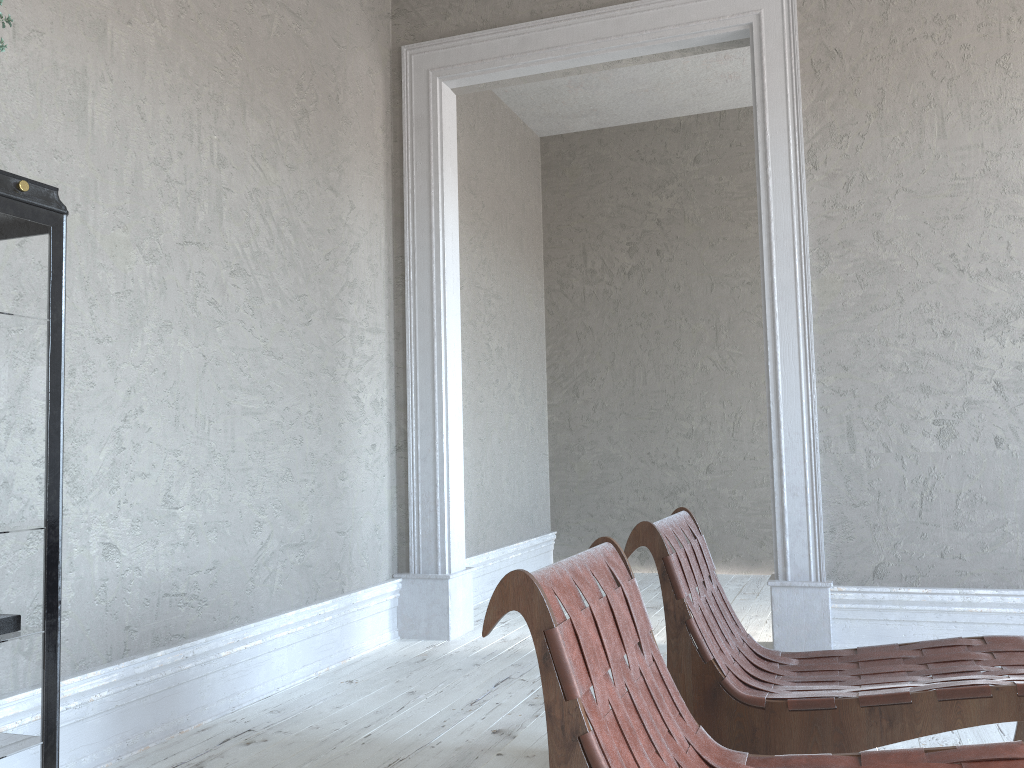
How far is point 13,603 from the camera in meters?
1.7

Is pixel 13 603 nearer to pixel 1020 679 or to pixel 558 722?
pixel 558 722

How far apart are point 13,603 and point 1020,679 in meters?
2.1 m

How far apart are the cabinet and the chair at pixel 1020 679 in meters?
1.2 m

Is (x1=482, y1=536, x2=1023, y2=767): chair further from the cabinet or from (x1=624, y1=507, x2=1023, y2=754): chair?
the cabinet

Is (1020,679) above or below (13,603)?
below

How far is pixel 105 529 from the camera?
2.7 meters

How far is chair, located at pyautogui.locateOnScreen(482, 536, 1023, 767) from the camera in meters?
1.3 m

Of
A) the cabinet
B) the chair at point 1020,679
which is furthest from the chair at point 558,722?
the cabinet

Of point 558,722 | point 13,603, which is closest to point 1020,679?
point 558,722
